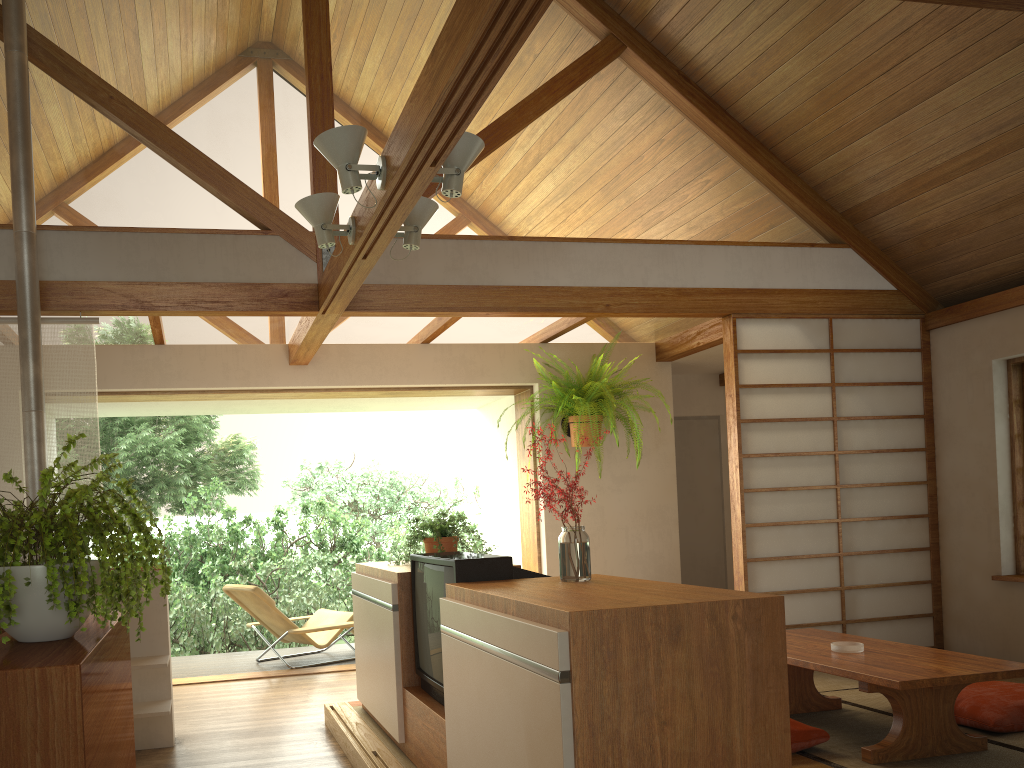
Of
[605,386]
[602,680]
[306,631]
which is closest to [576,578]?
[602,680]

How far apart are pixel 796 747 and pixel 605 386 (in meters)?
3.10

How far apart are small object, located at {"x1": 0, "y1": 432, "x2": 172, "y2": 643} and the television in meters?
1.3

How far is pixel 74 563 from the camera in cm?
131

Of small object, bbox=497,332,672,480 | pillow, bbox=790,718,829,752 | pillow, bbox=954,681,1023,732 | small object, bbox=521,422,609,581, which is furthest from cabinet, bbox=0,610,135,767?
small object, bbox=497,332,672,480

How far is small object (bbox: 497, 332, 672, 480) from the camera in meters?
5.9 m

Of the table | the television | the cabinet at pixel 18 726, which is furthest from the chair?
the cabinet at pixel 18 726

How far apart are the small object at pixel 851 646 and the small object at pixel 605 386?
2.45m

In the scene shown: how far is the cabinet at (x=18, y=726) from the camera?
1.1m

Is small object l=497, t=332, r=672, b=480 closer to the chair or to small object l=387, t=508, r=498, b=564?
small object l=387, t=508, r=498, b=564
